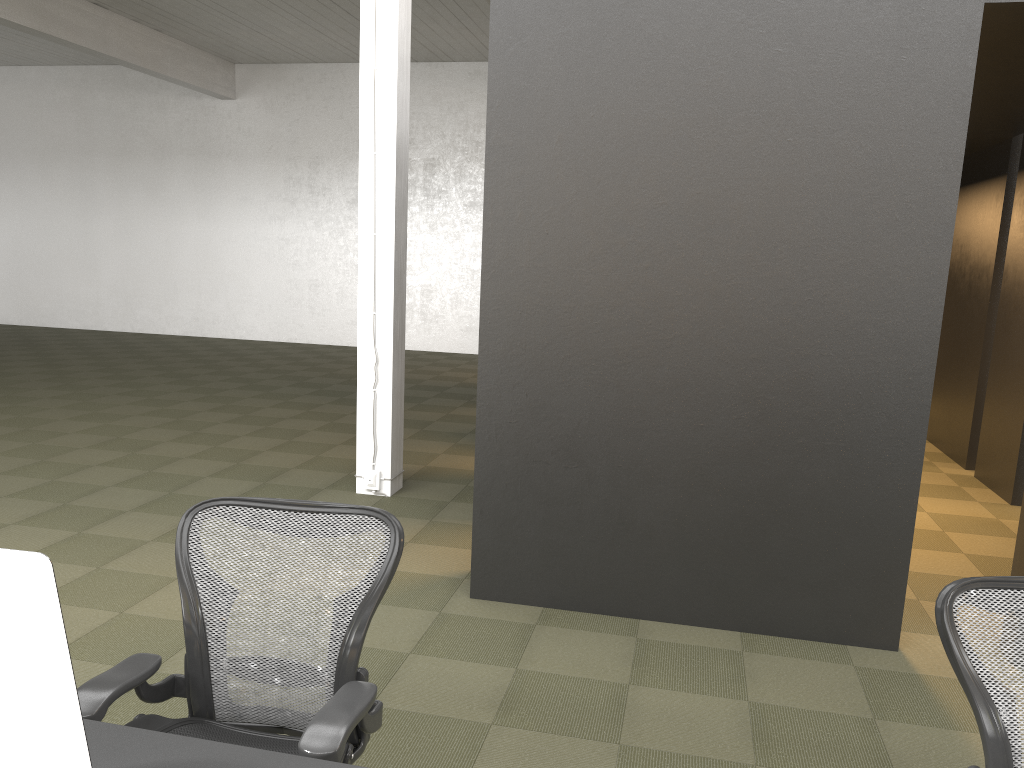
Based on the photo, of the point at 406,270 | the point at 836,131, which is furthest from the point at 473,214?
the point at 836,131

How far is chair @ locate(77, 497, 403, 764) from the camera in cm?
185

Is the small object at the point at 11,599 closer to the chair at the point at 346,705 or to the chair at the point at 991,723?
the chair at the point at 346,705

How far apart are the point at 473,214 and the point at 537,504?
10.8m

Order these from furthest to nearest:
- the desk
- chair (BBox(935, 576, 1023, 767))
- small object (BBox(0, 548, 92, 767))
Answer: chair (BBox(935, 576, 1023, 767))
the desk
small object (BBox(0, 548, 92, 767))

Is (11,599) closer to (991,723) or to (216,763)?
(216,763)

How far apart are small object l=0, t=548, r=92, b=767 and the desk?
0.4 meters

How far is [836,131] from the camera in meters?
3.6 m

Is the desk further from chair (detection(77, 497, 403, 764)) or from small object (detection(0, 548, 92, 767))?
small object (detection(0, 548, 92, 767))

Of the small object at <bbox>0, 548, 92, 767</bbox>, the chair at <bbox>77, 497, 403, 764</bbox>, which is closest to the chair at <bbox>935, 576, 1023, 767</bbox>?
the chair at <bbox>77, 497, 403, 764</bbox>
